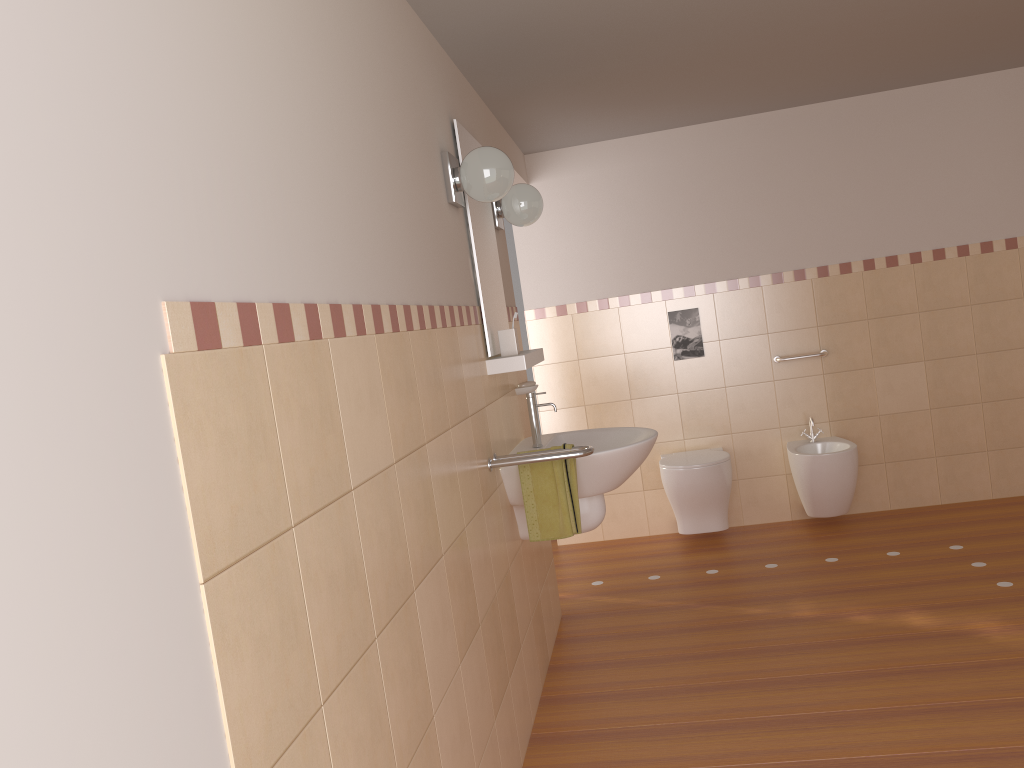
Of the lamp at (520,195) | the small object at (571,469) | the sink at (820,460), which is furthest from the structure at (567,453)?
the sink at (820,460)

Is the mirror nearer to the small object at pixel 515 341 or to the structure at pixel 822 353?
the small object at pixel 515 341

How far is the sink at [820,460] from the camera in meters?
4.5

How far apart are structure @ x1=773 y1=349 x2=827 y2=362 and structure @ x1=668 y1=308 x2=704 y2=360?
0.4 meters

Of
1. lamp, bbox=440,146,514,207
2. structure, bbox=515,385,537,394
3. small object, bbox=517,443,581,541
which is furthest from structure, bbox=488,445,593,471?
lamp, bbox=440,146,514,207

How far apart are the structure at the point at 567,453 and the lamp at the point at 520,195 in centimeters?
109cm

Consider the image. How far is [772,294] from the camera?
4.9m

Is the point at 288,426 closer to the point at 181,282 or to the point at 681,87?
the point at 181,282

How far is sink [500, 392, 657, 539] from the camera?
2.94m

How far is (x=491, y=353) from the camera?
3.0m
